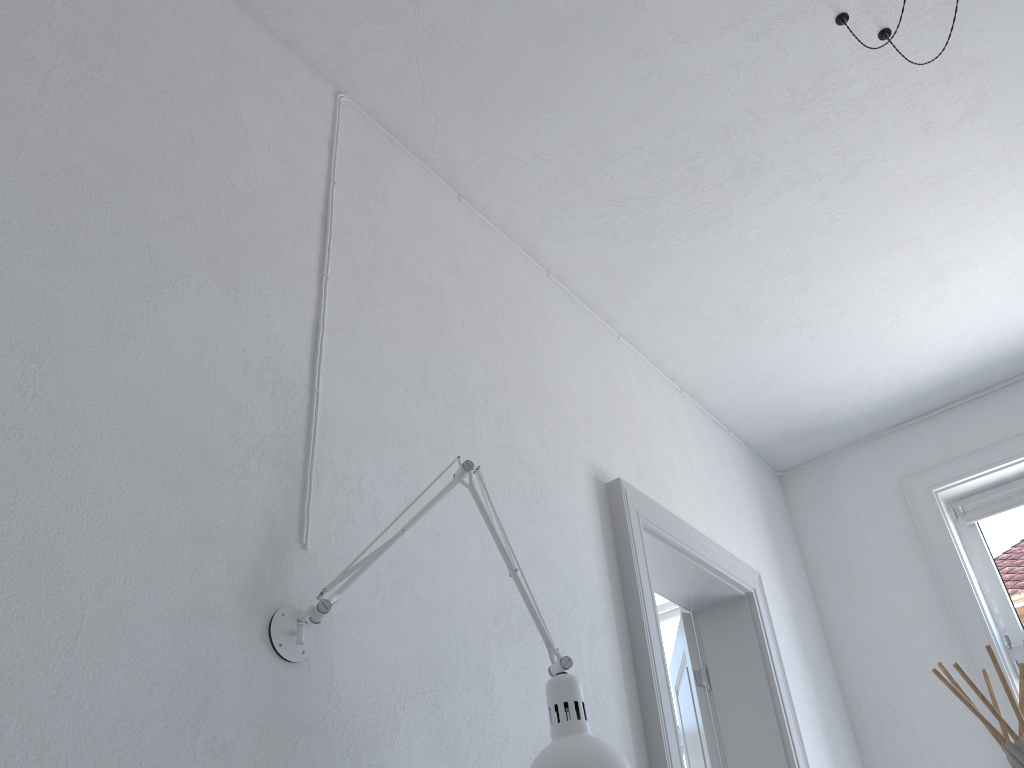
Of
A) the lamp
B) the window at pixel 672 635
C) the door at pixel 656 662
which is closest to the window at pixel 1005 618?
the door at pixel 656 662

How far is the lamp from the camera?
1.5 meters

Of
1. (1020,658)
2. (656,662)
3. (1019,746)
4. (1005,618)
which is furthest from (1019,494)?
(656,662)

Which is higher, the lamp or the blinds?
the blinds

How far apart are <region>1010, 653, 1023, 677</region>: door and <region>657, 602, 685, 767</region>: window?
1.6 meters

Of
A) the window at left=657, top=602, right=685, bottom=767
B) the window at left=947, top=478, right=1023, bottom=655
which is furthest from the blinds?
the window at left=657, top=602, right=685, bottom=767

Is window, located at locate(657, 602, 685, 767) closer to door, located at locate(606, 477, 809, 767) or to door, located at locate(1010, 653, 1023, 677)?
door, located at locate(606, 477, 809, 767)

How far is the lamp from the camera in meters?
1.5 m

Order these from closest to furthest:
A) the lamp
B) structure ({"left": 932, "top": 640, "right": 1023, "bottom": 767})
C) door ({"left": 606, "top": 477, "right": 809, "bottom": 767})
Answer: the lamp, door ({"left": 606, "top": 477, "right": 809, "bottom": 767}), structure ({"left": 932, "top": 640, "right": 1023, "bottom": 767})

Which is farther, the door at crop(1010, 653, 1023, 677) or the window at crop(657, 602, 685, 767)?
the window at crop(657, 602, 685, 767)
